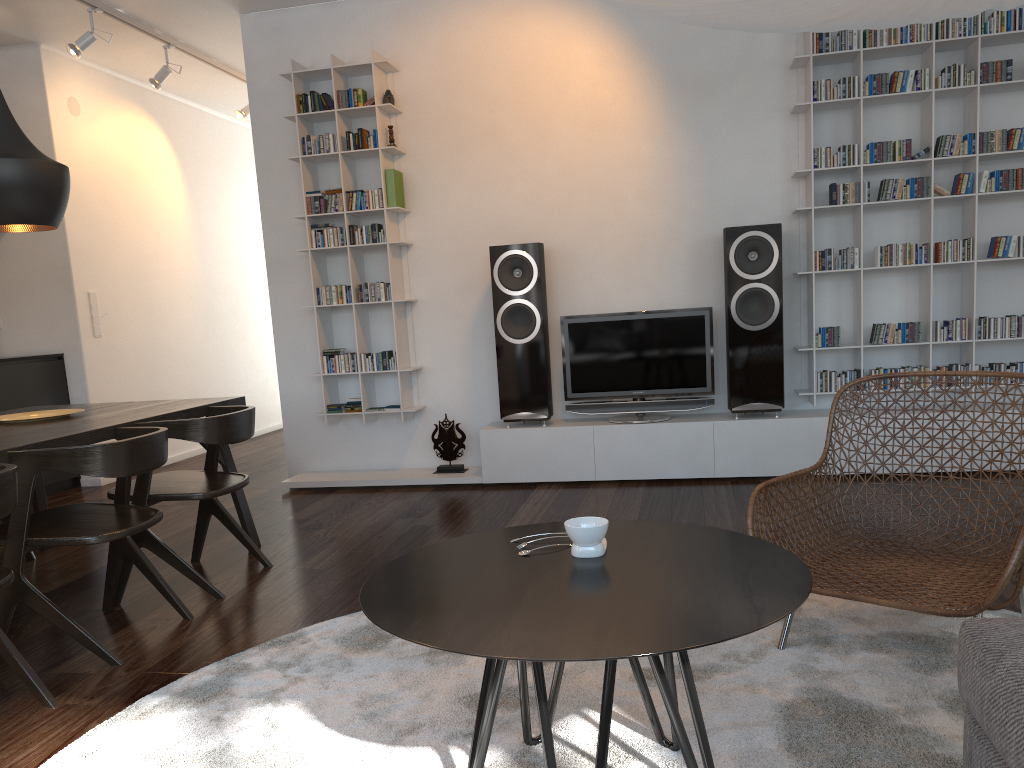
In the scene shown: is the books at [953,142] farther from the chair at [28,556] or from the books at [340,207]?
the chair at [28,556]

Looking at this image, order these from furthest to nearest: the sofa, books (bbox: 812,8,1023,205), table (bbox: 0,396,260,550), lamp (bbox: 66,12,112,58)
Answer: lamp (bbox: 66,12,112,58), books (bbox: 812,8,1023,205), table (bbox: 0,396,260,550), the sofa

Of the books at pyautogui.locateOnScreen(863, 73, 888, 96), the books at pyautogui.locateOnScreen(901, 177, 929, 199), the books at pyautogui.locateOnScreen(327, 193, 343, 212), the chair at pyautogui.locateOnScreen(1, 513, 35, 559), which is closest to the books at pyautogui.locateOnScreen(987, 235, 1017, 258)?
the books at pyautogui.locateOnScreen(901, 177, 929, 199)

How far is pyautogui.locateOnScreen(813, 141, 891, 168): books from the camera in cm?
458

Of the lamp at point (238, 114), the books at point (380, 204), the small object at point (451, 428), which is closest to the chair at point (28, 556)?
the small object at point (451, 428)

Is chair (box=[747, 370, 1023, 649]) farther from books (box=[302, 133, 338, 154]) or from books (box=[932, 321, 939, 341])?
books (box=[302, 133, 338, 154])

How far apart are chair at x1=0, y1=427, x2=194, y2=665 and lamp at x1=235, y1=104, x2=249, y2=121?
4.4 meters

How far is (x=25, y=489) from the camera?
2.6m

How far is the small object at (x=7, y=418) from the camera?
3.5m

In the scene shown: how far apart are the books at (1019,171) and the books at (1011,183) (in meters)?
0.03
